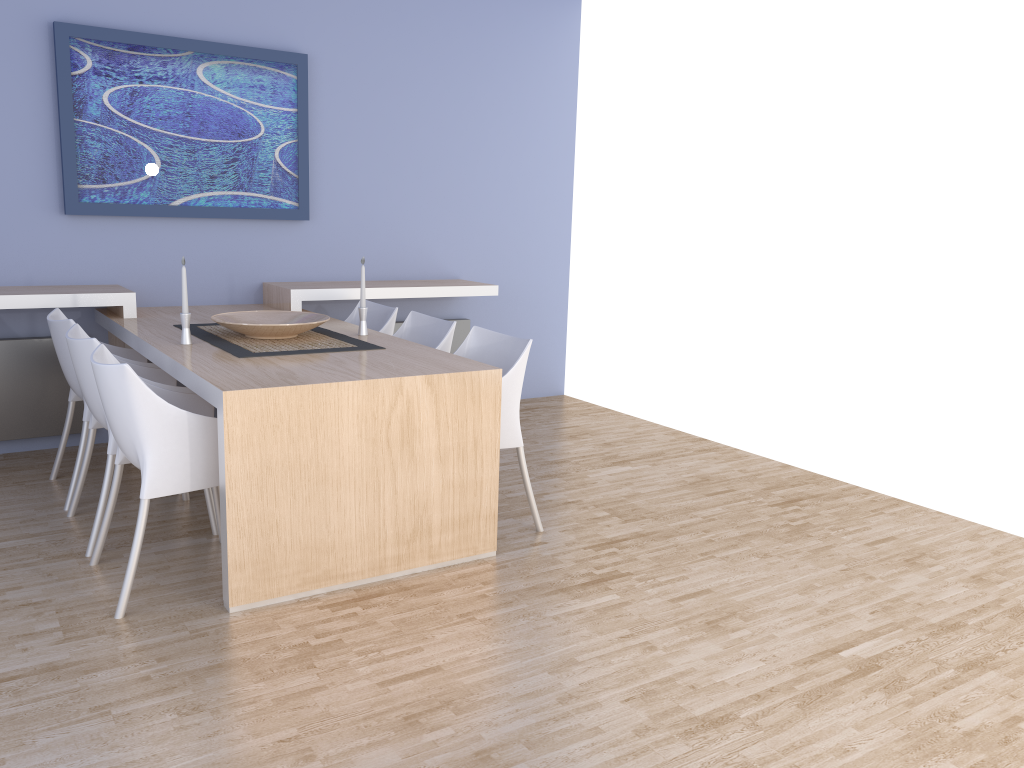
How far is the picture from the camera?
4.34m

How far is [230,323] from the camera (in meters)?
3.58

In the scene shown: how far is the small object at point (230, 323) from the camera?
3.6m

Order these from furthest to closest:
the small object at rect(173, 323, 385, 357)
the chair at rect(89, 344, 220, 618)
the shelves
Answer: the shelves
the small object at rect(173, 323, 385, 357)
the chair at rect(89, 344, 220, 618)

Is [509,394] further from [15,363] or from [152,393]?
[15,363]

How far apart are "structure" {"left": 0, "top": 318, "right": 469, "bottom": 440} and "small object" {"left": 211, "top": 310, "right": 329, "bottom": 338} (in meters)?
1.19

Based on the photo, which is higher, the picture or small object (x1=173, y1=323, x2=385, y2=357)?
the picture

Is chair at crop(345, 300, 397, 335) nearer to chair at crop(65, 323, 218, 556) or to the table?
the table

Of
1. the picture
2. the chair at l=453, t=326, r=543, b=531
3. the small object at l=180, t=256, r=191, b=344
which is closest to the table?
the small object at l=180, t=256, r=191, b=344

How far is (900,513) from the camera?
4.0 meters
